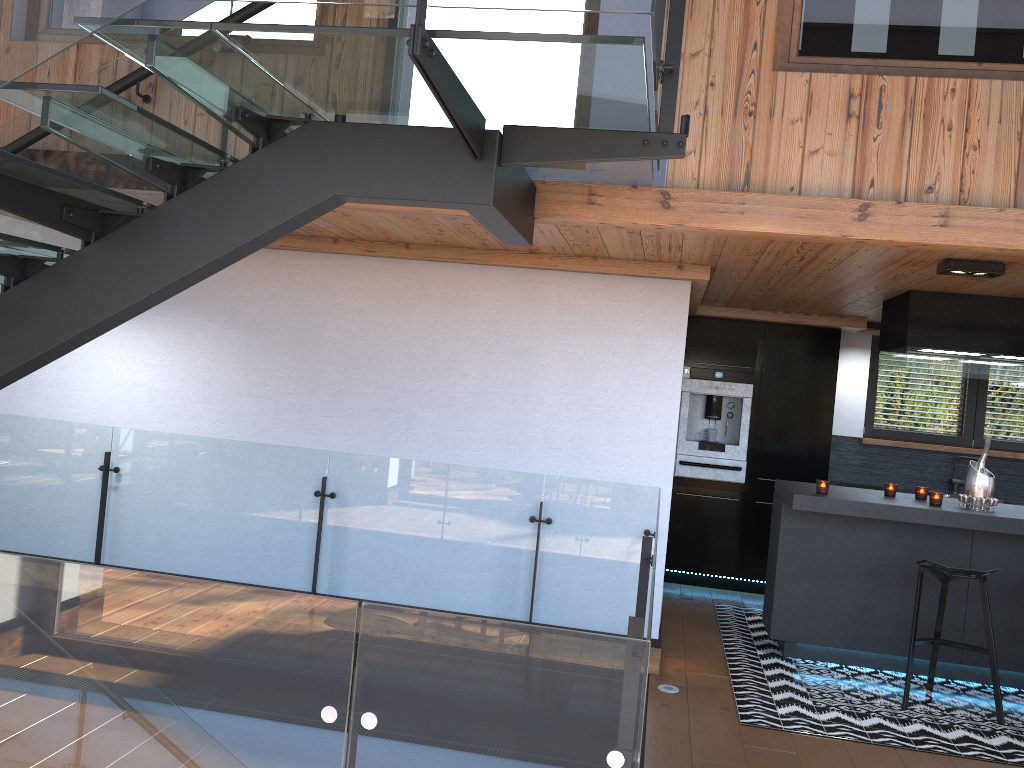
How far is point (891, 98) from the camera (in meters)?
3.46

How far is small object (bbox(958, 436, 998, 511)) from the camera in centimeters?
526cm

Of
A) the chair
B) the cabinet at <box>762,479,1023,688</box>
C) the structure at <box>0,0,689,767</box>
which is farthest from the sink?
the structure at <box>0,0,689,767</box>

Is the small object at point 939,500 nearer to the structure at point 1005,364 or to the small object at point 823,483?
the small object at point 823,483

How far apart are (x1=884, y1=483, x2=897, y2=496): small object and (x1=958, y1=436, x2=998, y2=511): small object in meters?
0.4 m

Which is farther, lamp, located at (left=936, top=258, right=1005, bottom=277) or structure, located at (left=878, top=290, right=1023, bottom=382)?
structure, located at (left=878, top=290, right=1023, bottom=382)

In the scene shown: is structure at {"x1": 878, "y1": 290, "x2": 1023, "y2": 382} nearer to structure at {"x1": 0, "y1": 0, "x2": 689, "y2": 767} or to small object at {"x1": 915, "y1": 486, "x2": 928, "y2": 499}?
small object at {"x1": 915, "y1": 486, "x2": 928, "y2": 499}

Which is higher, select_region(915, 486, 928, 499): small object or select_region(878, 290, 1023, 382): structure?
select_region(878, 290, 1023, 382): structure

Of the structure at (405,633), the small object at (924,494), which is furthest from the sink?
the structure at (405,633)

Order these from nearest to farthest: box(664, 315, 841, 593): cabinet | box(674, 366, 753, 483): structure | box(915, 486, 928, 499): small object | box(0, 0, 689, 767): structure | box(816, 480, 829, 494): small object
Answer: box(0, 0, 689, 767): structure
box(816, 480, 829, 494): small object
box(915, 486, 928, 499): small object
box(664, 315, 841, 593): cabinet
box(674, 366, 753, 483): structure
